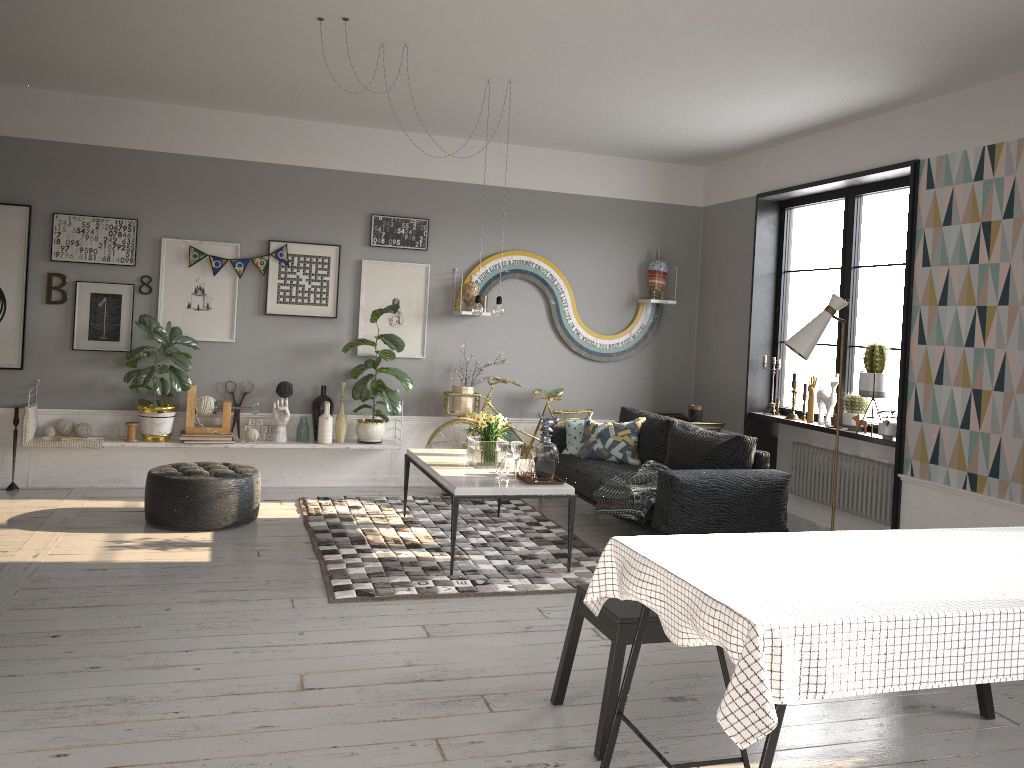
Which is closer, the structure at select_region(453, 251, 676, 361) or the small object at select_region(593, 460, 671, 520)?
the small object at select_region(593, 460, 671, 520)

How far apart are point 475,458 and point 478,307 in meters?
1.0 m

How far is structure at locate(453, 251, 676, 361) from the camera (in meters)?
7.67

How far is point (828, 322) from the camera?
5.1 meters

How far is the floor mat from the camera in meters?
4.8 m

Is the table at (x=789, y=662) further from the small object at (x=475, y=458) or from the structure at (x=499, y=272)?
the structure at (x=499, y=272)

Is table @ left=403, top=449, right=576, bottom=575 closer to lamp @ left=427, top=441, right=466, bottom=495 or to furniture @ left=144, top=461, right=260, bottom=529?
lamp @ left=427, top=441, right=466, bottom=495

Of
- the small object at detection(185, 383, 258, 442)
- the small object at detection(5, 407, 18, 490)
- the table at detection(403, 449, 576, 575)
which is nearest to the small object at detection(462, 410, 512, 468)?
the table at detection(403, 449, 576, 575)

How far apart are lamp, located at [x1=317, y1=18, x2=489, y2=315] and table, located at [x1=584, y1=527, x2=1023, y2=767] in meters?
3.1

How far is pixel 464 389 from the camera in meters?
7.4 m
